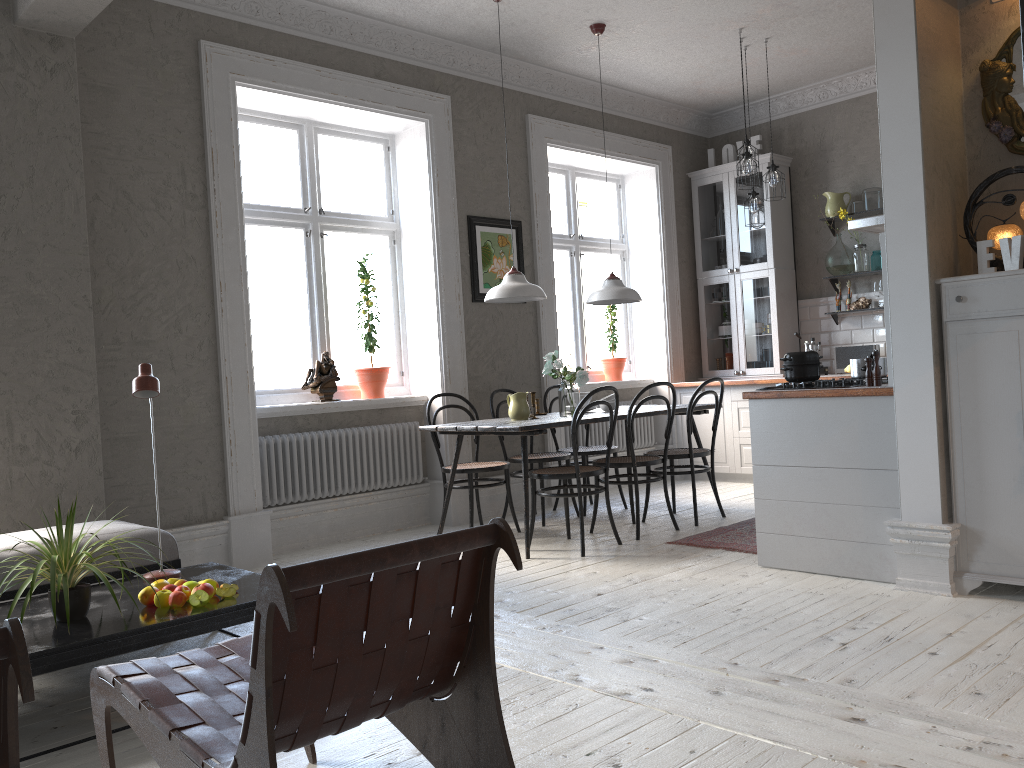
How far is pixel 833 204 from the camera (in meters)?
7.20

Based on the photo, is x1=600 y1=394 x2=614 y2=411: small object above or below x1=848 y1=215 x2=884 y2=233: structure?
below

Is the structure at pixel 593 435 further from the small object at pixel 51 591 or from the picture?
the small object at pixel 51 591

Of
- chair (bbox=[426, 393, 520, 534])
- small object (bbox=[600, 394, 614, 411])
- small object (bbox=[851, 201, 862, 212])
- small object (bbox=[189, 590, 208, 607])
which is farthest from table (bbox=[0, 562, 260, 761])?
small object (bbox=[851, 201, 862, 212])

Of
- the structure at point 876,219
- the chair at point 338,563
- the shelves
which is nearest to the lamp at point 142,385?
the chair at point 338,563

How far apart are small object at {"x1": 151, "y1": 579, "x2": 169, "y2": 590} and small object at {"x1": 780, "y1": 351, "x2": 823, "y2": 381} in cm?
289

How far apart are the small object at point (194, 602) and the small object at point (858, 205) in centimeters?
603cm

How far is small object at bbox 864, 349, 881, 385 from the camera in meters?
3.9 m

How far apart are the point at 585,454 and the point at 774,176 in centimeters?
236cm

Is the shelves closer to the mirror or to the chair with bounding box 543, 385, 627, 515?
the chair with bounding box 543, 385, 627, 515
